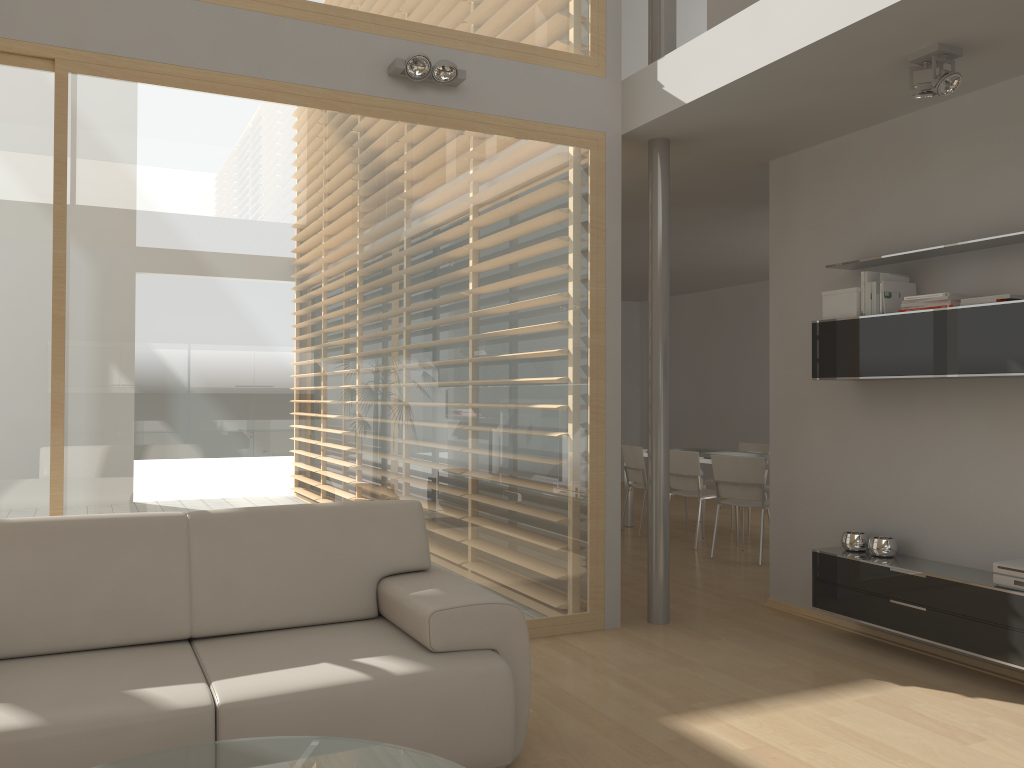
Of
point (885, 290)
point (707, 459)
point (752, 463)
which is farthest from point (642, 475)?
point (885, 290)

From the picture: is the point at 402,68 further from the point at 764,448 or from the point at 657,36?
the point at 764,448

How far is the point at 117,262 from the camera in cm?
377

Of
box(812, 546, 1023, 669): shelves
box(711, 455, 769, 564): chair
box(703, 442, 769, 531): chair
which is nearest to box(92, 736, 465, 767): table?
box(812, 546, 1023, 669): shelves

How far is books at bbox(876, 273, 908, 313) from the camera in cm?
435

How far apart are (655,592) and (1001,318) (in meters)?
2.24

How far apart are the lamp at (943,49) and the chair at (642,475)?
4.7 meters

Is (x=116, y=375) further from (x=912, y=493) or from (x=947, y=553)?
(x=947, y=553)

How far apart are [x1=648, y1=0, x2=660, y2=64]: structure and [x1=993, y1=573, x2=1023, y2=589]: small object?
3.15m

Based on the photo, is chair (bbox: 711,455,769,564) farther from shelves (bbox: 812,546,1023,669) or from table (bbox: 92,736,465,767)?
table (bbox: 92,736,465,767)
